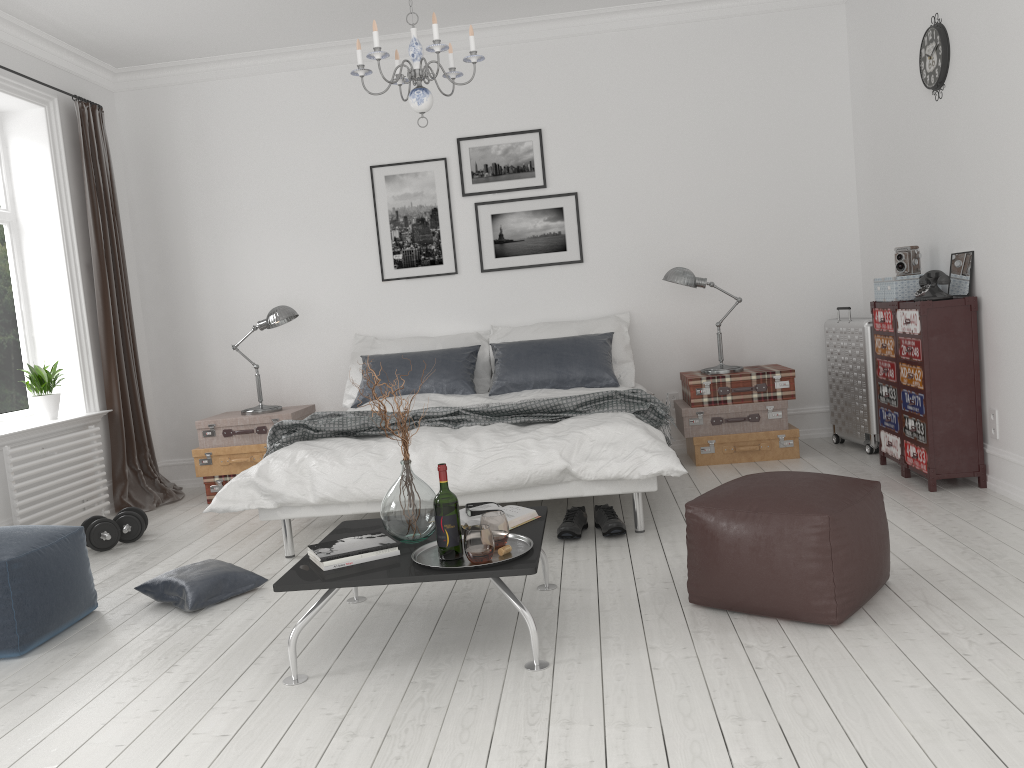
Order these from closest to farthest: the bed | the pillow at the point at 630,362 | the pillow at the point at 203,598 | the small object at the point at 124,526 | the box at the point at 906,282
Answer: the pillow at the point at 203,598 < the bed < the box at the point at 906,282 < the small object at the point at 124,526 < the pillow at the point at 630,362

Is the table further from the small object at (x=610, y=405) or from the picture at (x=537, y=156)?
the picture at (x=537, y=156)

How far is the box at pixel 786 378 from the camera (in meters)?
5.45

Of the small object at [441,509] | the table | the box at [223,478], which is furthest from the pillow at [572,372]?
the small object at [441,509]

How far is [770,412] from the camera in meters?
5.5 m

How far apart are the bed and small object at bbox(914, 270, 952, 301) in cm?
153

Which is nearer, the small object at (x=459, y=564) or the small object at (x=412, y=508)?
the small object at (x=459, y=564)

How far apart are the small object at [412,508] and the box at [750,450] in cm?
284

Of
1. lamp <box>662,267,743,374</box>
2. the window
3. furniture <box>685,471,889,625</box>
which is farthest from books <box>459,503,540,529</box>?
the window

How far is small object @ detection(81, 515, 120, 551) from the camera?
4.7m
